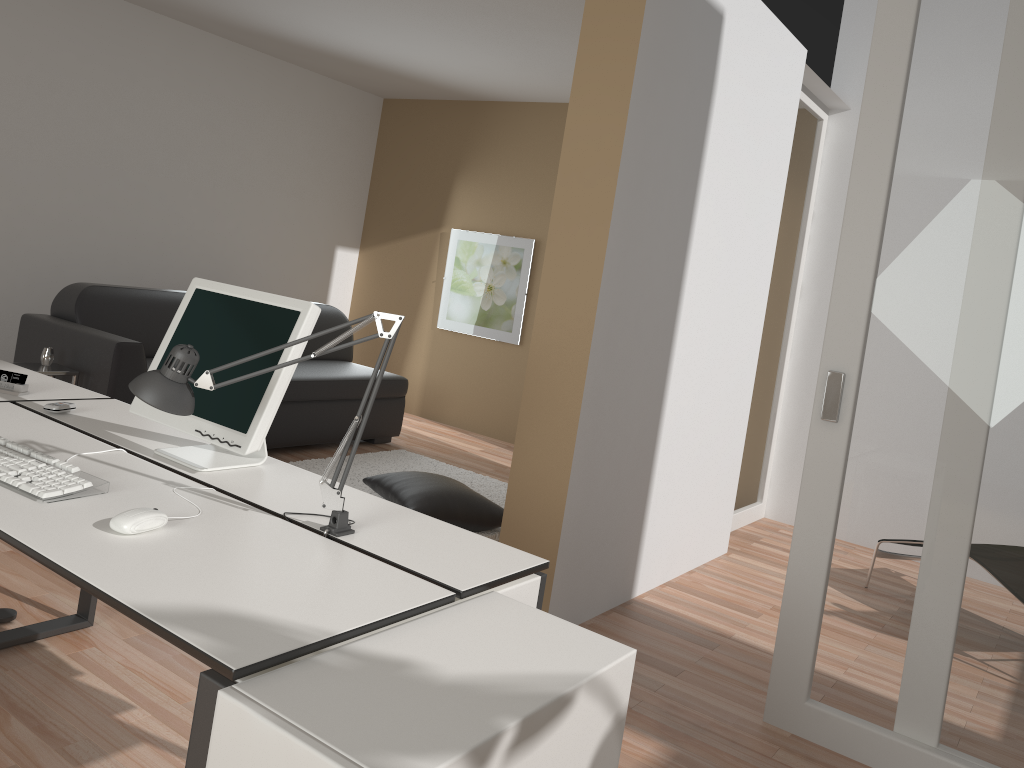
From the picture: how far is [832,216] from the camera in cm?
545

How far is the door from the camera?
2.5m

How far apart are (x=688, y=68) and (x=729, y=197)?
0.7m

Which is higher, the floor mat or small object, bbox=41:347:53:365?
small object, bbox=41:347:53:365

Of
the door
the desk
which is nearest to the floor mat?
the door

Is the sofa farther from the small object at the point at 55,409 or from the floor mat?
the small object at the point at 55,409

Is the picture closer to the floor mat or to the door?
the floor mat

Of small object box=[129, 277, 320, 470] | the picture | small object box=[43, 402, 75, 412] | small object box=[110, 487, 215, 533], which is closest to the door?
small object box=[129, 277, 320, 470]

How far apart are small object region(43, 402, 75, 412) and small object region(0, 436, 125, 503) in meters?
0.4 m

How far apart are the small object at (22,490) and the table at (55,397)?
0.6m
